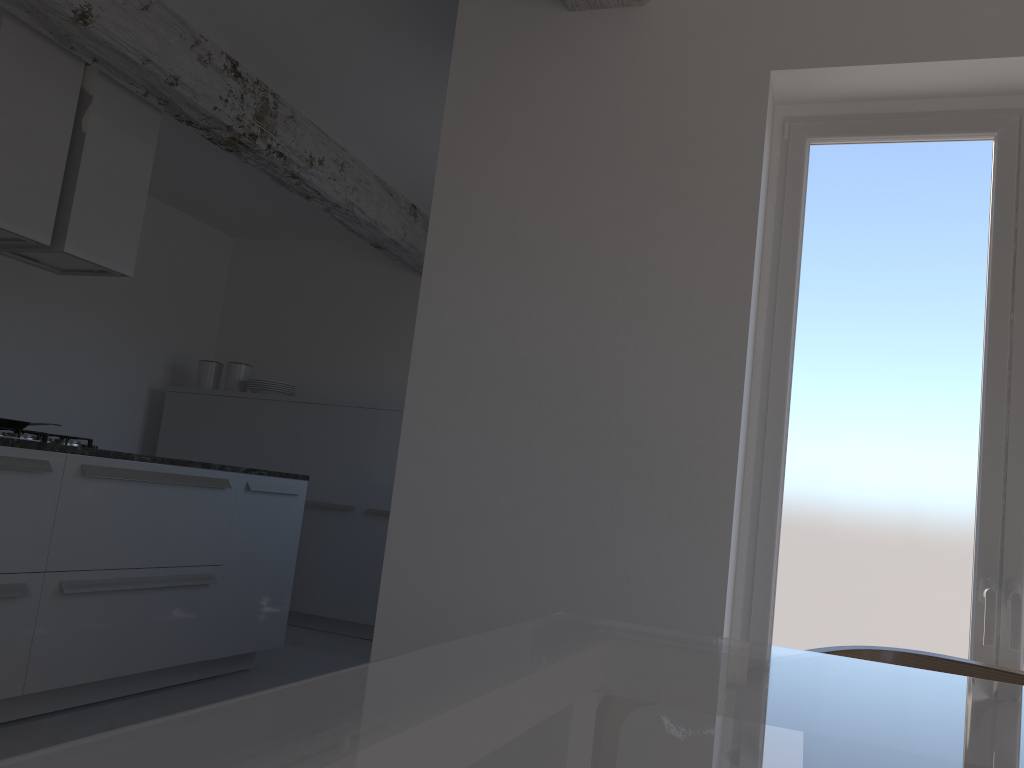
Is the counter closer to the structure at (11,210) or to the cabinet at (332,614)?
the structure at (11,210)

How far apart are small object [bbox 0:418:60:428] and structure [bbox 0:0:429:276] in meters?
1.6

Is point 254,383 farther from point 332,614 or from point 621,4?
point 621,4

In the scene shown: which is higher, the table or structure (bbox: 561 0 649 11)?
structure (bbox: 561 0 649 11)

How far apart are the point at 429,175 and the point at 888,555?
3.8m

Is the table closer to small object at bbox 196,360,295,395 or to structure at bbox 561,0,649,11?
structure at bbox 561,0,649,11

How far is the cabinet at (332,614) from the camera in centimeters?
582cm

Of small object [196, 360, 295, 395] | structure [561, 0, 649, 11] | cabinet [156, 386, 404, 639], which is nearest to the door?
structure [561, 0, 649, 11]

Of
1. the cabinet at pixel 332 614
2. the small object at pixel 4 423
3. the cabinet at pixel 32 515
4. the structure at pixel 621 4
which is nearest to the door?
the structure at pixel 621 4

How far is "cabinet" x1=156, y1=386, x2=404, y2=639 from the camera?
5.82m
